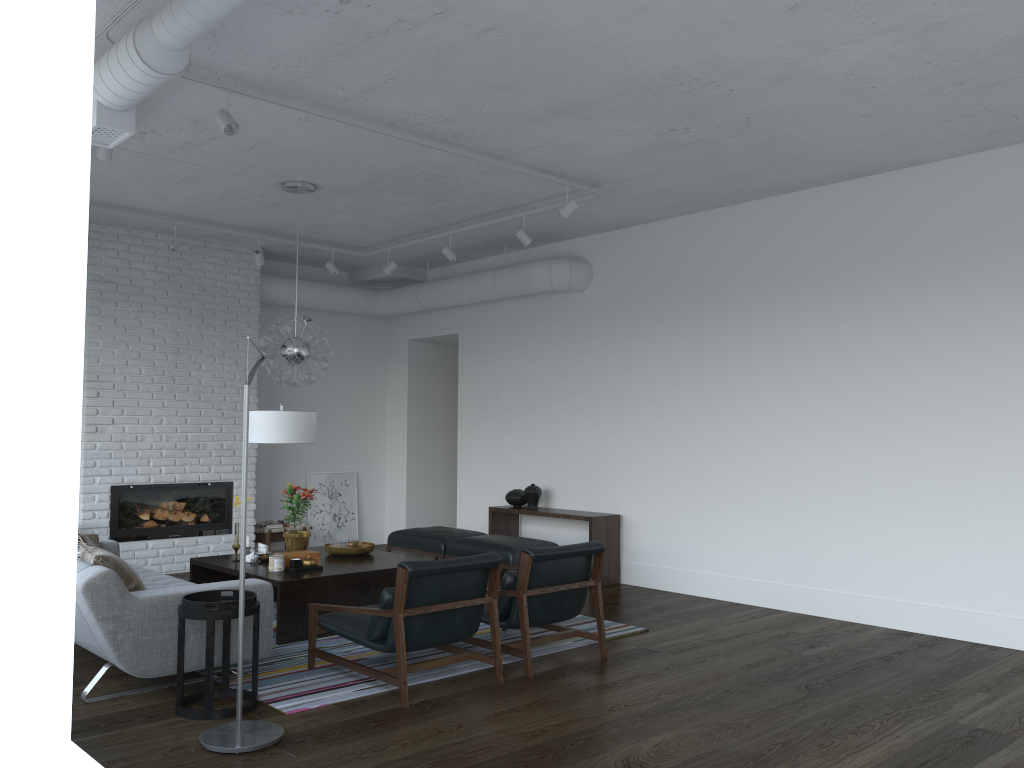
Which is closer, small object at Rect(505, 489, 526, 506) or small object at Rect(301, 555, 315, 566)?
small object at Rect(301, 555, 315, 566)

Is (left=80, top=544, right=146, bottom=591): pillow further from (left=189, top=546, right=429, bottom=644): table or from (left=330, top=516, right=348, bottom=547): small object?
(left=330, top=516, right=348, bottom=547): small object

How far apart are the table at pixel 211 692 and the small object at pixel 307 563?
1.5 meters

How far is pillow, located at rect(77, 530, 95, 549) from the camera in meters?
5.4 m

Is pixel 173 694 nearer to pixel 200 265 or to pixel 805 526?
pixel 805 526

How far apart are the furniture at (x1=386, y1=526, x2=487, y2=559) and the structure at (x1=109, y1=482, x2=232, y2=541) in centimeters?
181cm

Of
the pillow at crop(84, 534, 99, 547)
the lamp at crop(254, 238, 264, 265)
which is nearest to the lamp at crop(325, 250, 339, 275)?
the lamp at crop(254, 238, 264, 265)

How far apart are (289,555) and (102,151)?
2.8 meters

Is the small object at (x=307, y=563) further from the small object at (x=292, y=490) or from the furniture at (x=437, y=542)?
the furniture at (x=437, y=542)

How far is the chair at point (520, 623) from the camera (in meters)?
4.94
